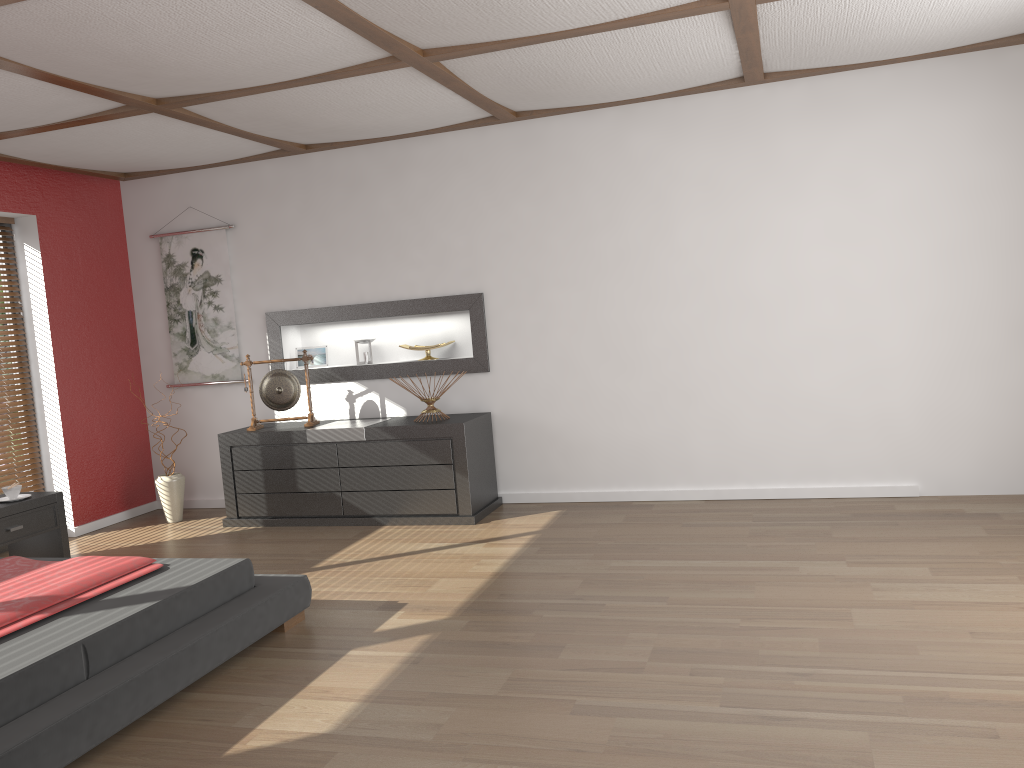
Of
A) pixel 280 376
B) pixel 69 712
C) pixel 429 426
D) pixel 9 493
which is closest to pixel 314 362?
pixel 280 376

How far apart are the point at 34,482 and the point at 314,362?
1.95m

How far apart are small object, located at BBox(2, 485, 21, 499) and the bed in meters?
1.3

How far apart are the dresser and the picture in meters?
0.6 m

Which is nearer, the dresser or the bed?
the bed

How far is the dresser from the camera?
5.3 meters

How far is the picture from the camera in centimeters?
623cm

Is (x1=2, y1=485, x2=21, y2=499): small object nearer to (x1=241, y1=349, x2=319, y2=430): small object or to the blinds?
the blinds

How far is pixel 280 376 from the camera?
5.8 meters

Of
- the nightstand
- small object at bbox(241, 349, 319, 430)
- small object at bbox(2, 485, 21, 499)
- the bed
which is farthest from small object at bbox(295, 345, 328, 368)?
the bed
